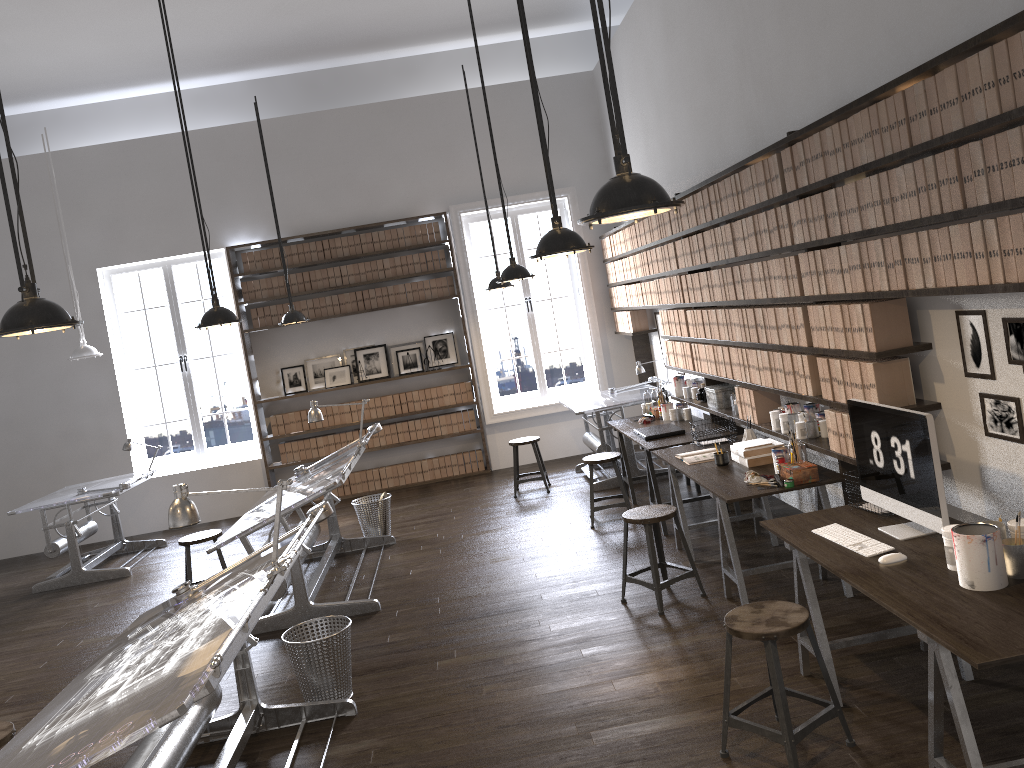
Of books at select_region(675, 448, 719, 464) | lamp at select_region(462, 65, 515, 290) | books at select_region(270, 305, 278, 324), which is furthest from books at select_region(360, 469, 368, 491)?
books at select_region(675, 448, 719, 464)

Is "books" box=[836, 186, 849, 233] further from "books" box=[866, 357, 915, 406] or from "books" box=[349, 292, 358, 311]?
"books" box=[349, 292, 358, 311]

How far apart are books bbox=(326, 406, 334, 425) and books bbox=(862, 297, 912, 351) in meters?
7.1

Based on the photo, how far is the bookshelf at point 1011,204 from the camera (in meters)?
2.84

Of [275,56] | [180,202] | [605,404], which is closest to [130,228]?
[180,202]

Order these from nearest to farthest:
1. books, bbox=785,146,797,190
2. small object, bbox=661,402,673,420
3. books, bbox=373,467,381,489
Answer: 1. books, bbox=785,146,797,190
2. small object, bbox=661,402,673,420
3. books, bbox=373,467,381,489

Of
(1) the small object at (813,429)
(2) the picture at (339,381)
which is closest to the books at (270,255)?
(2) the picture at (339,381)

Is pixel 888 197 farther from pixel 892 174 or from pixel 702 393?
pixel 702 393

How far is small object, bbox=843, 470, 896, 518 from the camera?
3.9 meters

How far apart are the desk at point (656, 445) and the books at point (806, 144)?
2.5m
